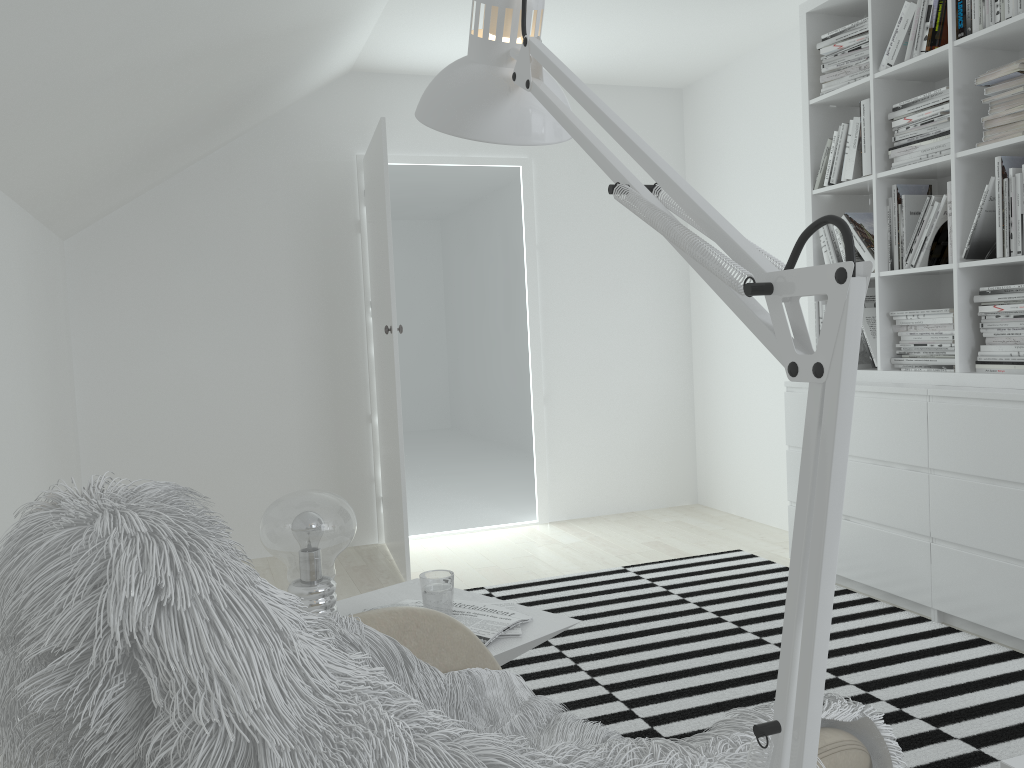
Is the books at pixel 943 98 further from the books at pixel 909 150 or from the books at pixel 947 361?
the books at pixel 947 361

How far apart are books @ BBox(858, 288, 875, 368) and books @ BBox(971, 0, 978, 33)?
1.05m

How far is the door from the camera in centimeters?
385cm

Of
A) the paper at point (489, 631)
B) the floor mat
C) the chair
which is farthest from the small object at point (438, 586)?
the floor mat

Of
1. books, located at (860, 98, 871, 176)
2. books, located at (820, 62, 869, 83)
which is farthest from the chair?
books, located at (820, 62, 869, 83)

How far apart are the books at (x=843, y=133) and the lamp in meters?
3.2 m

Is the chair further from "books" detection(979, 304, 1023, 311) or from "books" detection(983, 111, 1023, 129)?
"books" detection(983, 111, 1023, 129)

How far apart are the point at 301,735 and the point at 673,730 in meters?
2.0 m

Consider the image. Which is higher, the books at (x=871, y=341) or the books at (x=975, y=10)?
the books at (x=975, y=10)

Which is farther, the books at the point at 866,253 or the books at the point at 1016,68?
the books at the point at 866,253
